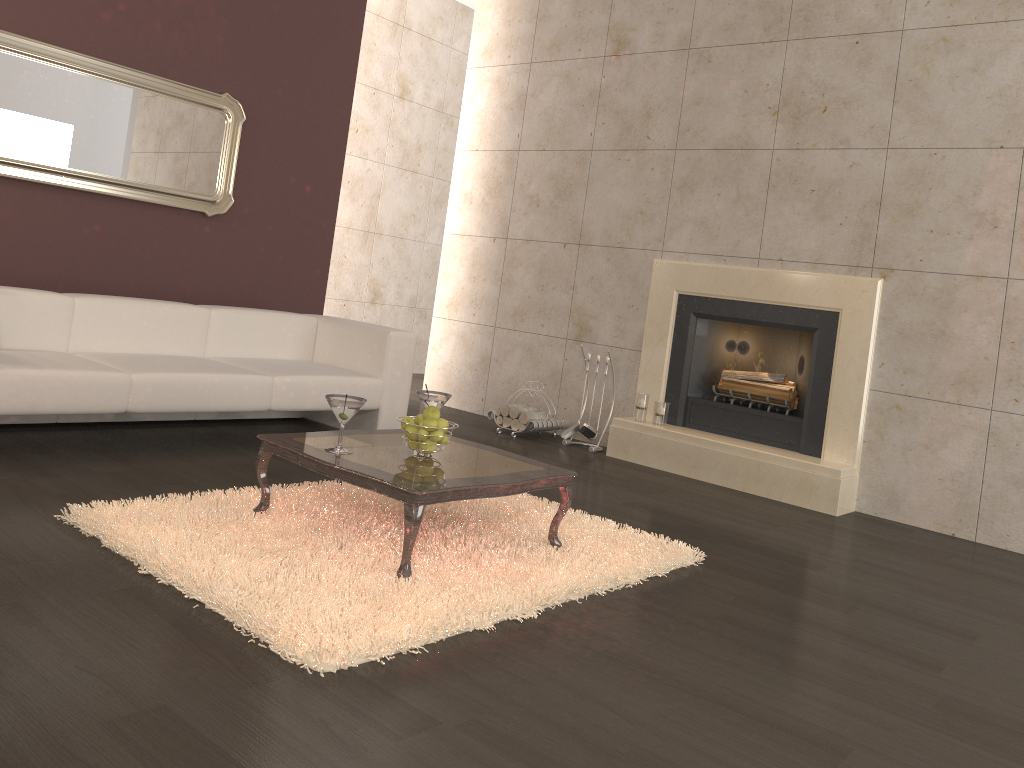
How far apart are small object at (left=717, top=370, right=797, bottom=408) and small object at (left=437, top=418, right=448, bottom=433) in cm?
288

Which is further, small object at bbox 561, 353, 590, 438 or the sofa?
small object at bbox 561, 353, 590, 438

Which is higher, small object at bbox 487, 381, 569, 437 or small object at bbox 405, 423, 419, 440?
small object at bbox 405, 423, 419, 440

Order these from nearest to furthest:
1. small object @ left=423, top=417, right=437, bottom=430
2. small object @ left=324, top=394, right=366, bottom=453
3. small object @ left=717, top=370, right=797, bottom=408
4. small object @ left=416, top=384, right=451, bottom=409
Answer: small object @ left=324, top=394, right=366, bottom=453
small object @ left=423, top=417, right=437, bottom=430
small object @ left=416, top=384, right=451, bottom=409
small object @ left=717, top=370, right=797, bottom=408

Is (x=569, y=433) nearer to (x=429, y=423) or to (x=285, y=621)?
(x=429, y=423)

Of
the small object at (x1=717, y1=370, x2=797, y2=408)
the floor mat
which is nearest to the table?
the floor mat

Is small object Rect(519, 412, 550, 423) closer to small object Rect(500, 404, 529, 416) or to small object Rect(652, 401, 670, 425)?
small object Rect(500, 404, 529, 416)

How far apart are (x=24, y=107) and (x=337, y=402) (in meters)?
3.00

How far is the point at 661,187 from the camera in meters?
6.0

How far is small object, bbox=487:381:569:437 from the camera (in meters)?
6.05
